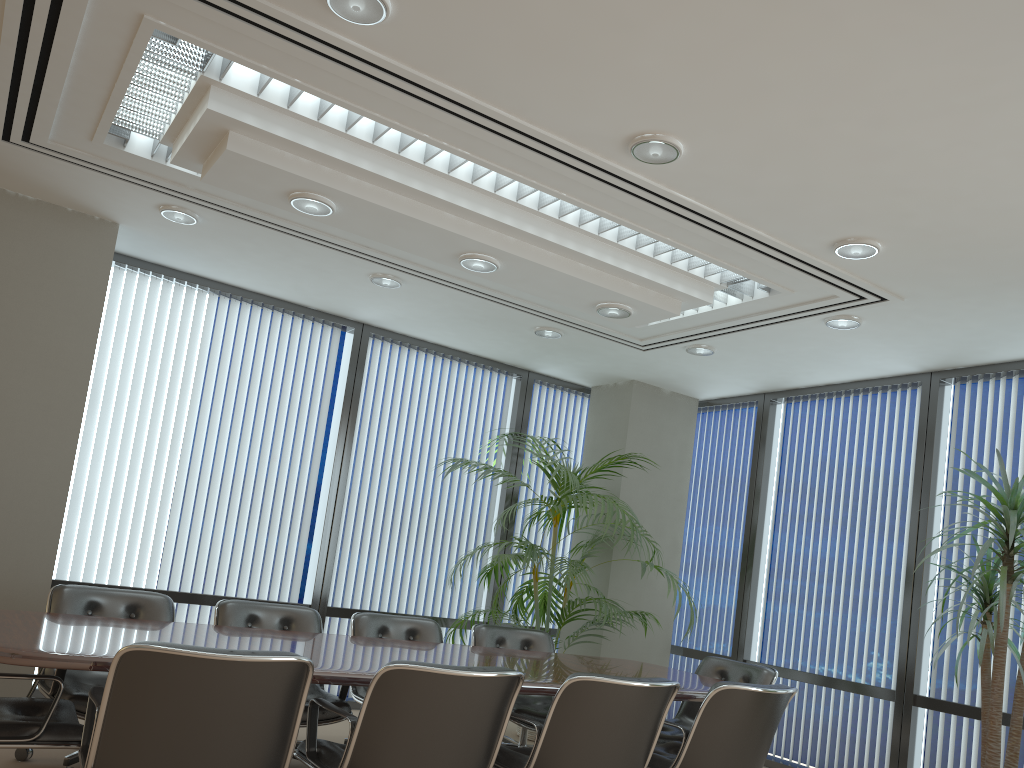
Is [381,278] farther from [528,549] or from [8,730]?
[8,730]

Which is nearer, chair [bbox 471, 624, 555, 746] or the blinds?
chair [bbox 471, 624, 555, 746]

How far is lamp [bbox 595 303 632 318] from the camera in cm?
522

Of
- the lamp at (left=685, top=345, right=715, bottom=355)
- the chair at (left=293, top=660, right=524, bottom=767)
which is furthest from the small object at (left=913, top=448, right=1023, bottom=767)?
the chair at (left=293, top=660, right=524, bottom=767)

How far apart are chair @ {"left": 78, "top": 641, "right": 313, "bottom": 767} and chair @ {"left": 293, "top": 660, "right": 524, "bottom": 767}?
0.2 meters

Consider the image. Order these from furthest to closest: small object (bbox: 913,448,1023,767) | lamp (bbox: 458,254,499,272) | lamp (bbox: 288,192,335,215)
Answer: lamp (bbox: 458,254,499,272)
small object (bbox: 913,448,1023,767)
lamp (bbox: 288,192,335,215)

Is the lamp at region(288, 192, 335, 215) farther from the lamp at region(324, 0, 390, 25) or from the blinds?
the blinds

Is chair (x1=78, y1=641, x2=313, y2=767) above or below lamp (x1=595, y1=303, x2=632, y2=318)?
below

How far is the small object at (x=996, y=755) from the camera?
4.6 meters

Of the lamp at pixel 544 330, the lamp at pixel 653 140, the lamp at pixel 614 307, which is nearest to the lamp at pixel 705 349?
the lamp at pixel 544 330
